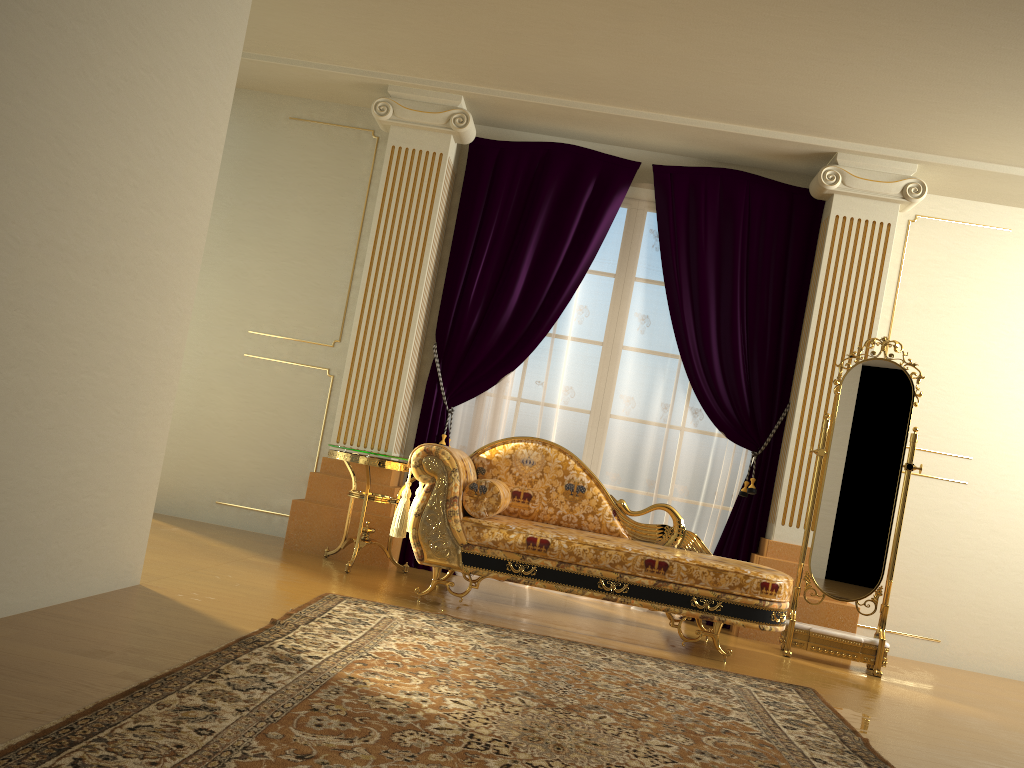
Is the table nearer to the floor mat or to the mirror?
the floor mat

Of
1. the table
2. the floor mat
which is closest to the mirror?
the floor mat

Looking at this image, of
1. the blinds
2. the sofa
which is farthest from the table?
the blinds

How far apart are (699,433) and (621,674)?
2.26m

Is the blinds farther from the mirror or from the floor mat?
the floor mat

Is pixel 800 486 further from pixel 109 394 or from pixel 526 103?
pixel 109 394

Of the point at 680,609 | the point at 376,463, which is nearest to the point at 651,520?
the point at 680,609

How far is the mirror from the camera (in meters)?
4.40

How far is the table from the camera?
4.51m

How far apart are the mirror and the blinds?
0.5 meters
